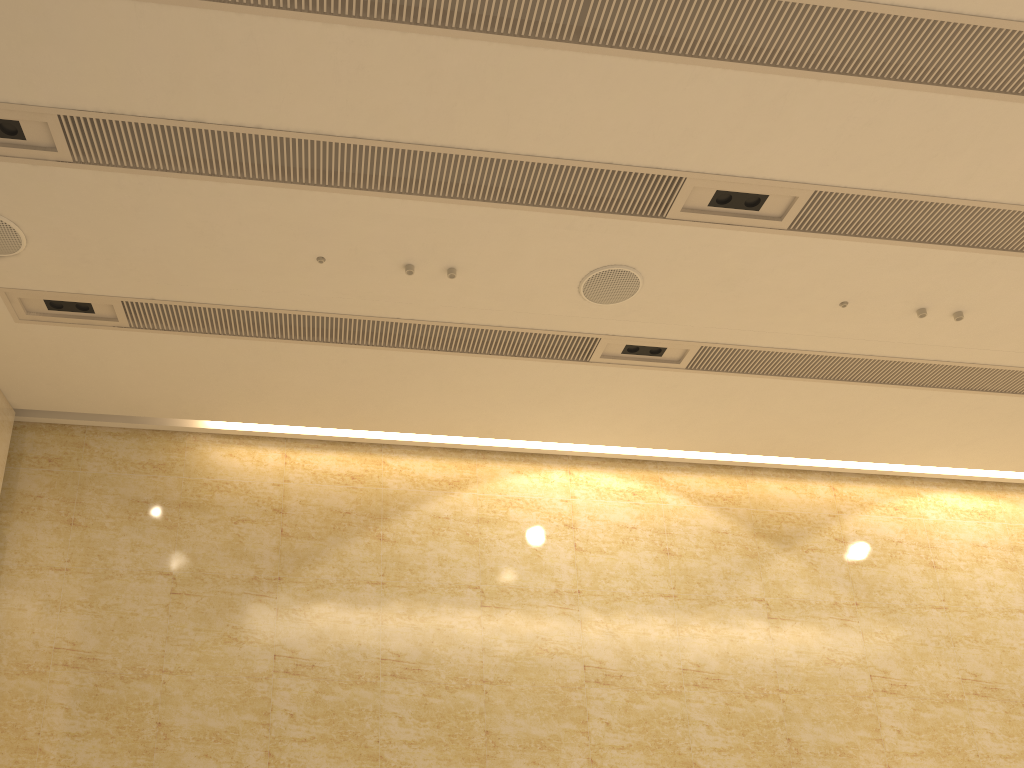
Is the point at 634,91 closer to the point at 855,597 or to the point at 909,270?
the point at 909,270
